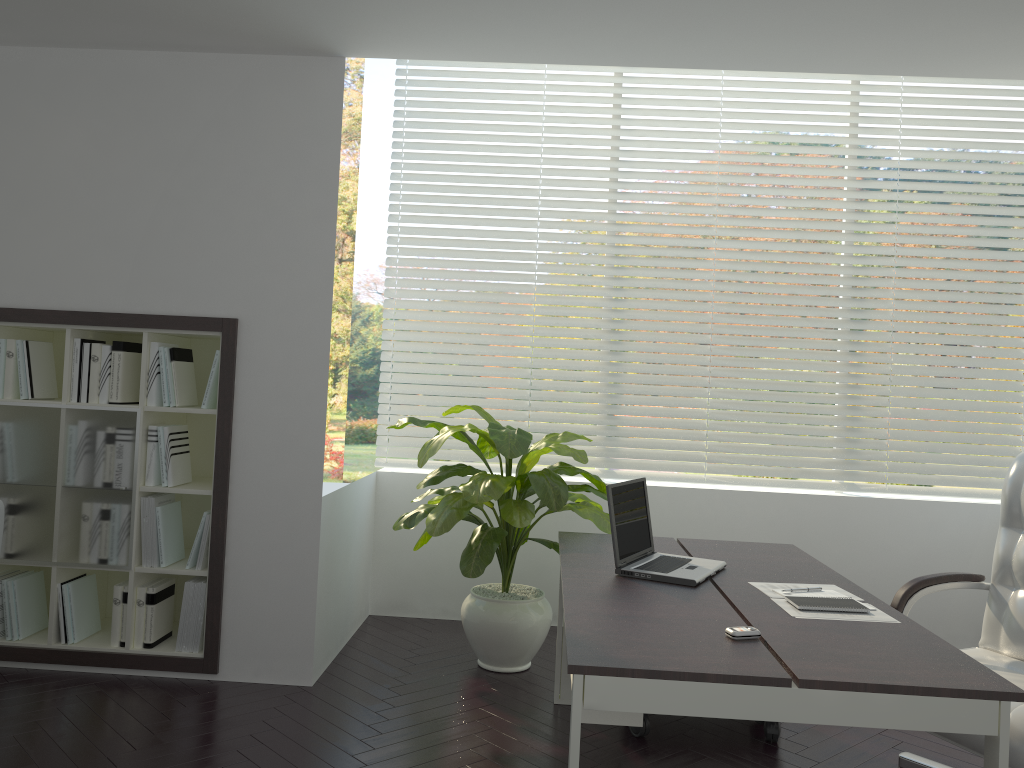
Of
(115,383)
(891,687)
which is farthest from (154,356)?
(891,687)

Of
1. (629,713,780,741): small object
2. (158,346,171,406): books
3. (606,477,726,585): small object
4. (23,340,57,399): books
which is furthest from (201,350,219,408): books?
(629,713,780,741): small object

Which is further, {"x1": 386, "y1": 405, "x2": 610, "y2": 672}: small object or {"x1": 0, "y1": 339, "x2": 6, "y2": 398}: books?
{"x1": 0, "y1": 339, "x2": 6, "y2": 398}: books

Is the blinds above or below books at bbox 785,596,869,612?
above

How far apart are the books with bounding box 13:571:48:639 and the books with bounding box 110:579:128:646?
0.4 meters

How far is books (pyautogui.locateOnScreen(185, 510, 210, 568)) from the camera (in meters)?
3.79

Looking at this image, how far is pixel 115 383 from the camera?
3.80m

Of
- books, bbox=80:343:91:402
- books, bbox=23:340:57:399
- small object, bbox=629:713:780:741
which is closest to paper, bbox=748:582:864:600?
small object, bbox=629:713:780:741

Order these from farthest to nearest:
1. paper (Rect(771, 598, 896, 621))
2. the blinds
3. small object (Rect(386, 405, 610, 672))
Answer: the blinds, small object (Rect(386, 405, 610, 672)), paper (Rect(771, 598, 896, 621))

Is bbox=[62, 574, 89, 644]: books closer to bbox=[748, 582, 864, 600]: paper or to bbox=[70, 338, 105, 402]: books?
bbox=[70, 338, 105, 402]: books
